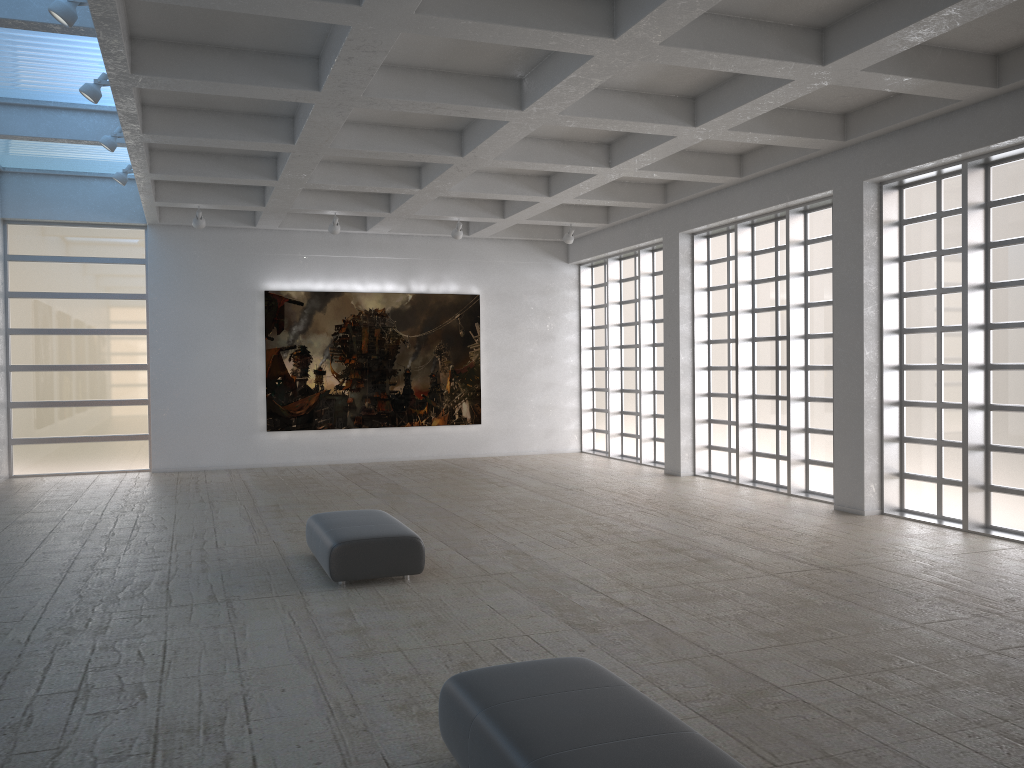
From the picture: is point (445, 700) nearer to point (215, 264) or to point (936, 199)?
point (936, 199)
